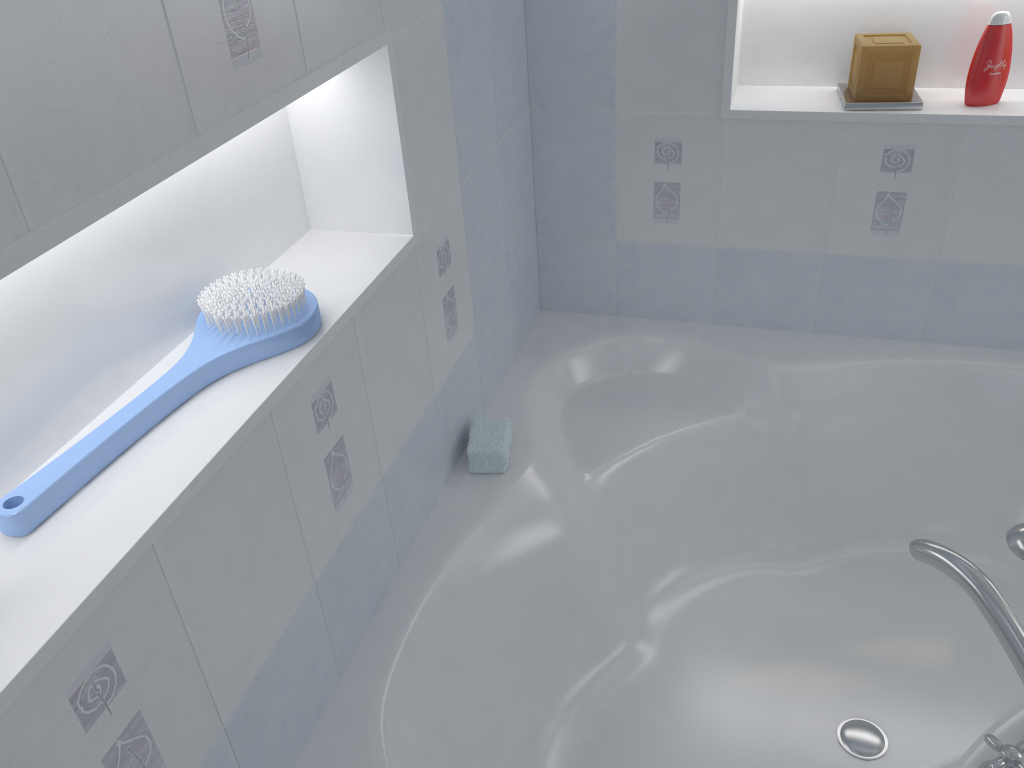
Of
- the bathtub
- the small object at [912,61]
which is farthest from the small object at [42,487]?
the small object at [912,61]

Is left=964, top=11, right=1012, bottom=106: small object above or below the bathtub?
above

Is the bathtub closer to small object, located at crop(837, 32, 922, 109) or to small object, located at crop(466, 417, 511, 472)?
small object, located at crop(466, 417, 511, 472)

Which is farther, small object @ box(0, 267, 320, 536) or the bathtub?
the bathtub

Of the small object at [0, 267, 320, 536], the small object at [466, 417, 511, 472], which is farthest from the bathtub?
the small object at [0, 267, 320, 536]

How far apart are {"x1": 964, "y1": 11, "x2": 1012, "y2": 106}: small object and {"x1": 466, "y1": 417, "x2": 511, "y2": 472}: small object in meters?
1.2

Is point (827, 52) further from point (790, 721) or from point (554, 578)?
point (790, 721)

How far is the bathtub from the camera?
1.6 meters

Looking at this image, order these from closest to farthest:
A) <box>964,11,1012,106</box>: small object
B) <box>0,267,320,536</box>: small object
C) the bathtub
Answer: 1. <box>0,267,320,536</box>: small object
2. the bathtub
3. <box>964,11,1012,106</box>: small object

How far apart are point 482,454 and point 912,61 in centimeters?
124cm
